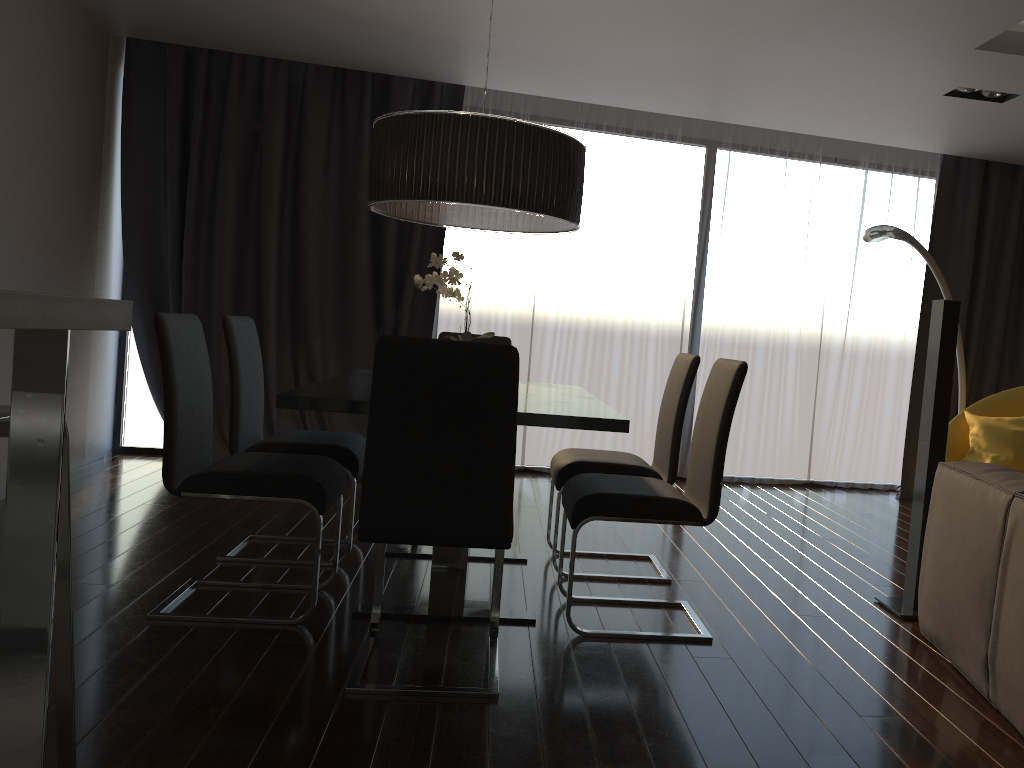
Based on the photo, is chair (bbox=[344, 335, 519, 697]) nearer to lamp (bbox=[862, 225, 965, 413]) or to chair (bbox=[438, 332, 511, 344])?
chair (bbox=[438, 332, 511, 344])

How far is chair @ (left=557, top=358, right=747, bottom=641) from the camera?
2.9m

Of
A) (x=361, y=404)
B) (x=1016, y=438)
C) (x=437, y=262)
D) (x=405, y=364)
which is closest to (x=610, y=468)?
(x=437, y=262)

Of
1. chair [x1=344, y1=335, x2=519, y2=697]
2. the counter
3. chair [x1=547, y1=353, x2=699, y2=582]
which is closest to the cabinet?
the counter

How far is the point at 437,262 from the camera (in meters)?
3.09

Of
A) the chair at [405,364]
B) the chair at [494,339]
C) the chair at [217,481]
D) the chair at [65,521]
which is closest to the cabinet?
the chair at [65,521]

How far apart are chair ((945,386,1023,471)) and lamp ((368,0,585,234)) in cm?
283

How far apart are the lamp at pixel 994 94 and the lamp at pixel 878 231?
0.8 meters

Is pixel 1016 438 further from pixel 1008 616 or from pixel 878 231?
pixel 1008 616

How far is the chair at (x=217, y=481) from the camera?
2.9m
